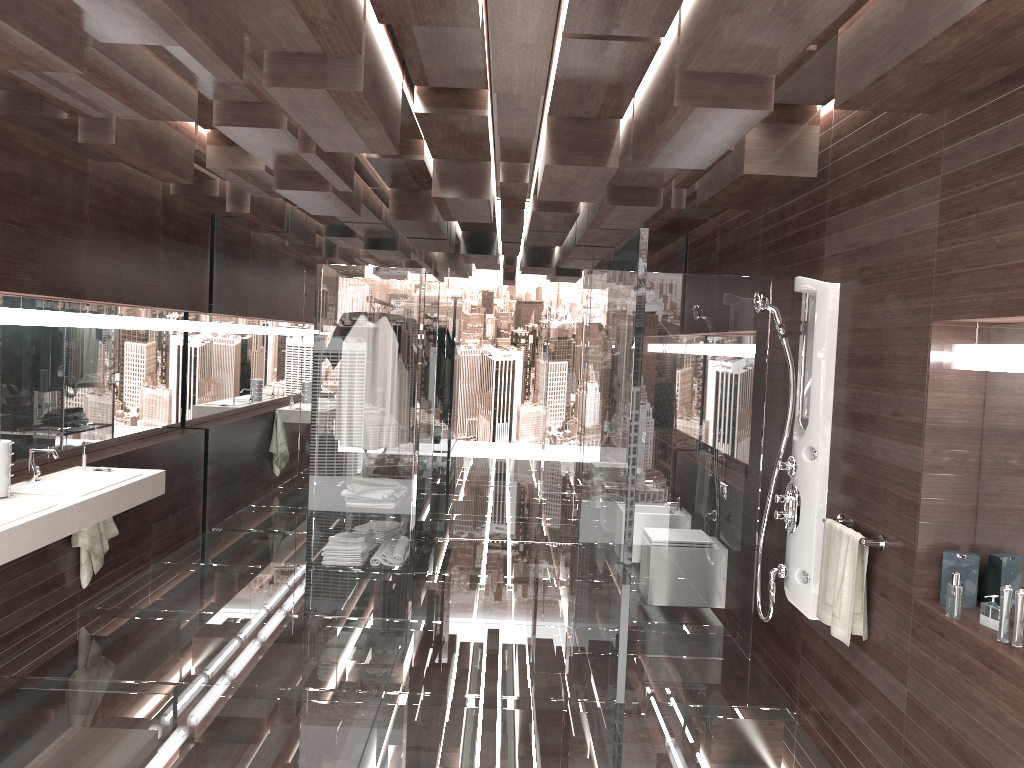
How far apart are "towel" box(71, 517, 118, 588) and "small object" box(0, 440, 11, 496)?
1.0 meters

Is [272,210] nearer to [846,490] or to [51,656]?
[51,656]

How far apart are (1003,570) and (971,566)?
0.1m

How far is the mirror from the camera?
2.8m

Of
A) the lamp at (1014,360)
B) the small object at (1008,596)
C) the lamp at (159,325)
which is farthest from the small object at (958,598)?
A: the lamp at (159,325)

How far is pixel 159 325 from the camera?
6.09m

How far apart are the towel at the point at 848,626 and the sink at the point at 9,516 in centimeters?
320cm

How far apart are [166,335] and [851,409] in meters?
5.0

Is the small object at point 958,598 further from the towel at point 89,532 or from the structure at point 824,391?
the towel at point 89,532

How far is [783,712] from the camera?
3.9m
